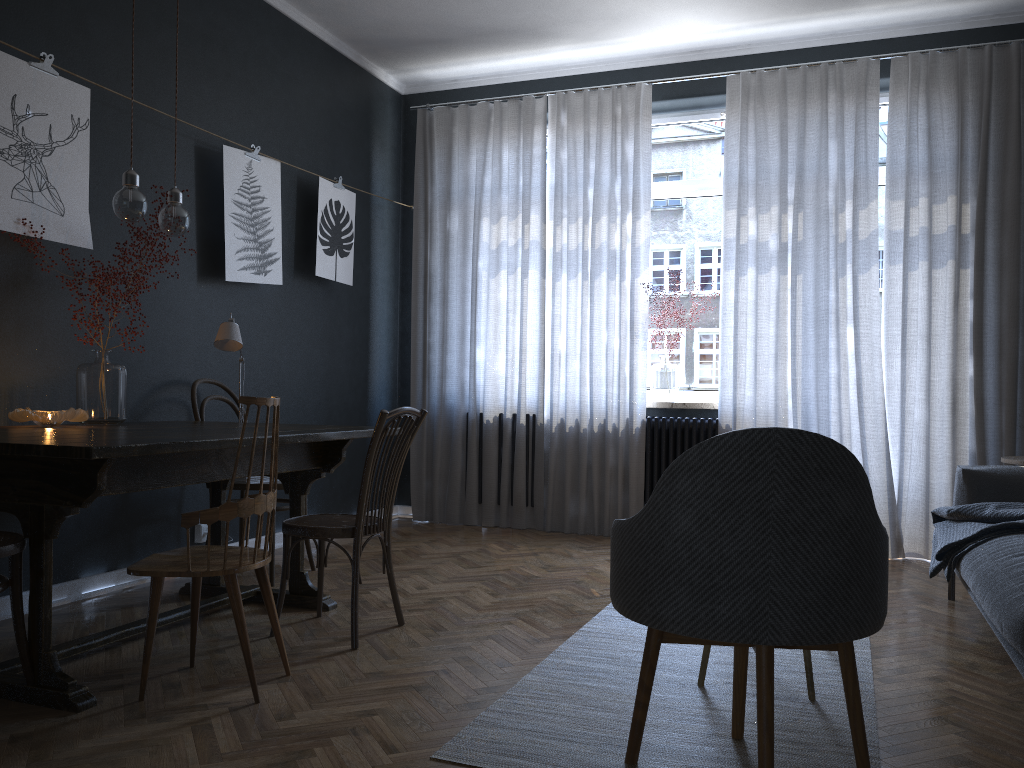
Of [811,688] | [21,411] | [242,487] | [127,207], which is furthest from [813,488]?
[242,487]

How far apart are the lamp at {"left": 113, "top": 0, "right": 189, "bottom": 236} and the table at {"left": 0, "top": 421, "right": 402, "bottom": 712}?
0.71m

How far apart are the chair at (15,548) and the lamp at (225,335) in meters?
1.3 m

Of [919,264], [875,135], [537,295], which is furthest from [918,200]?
[537,295]

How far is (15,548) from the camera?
2.3m

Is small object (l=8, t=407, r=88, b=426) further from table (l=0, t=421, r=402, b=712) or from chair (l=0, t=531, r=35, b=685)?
chair (l=0, t=531, r=35, b=685)

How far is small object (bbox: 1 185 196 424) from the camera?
3.35m

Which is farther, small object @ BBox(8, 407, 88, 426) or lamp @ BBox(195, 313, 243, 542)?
lamp @ BBox(195, 313, 243, 542)

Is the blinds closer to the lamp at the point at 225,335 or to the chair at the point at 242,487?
the chair at the point at 242,487

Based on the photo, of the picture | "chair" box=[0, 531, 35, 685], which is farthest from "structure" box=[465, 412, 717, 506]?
"chair" box=[0, 531, 35, 685]
